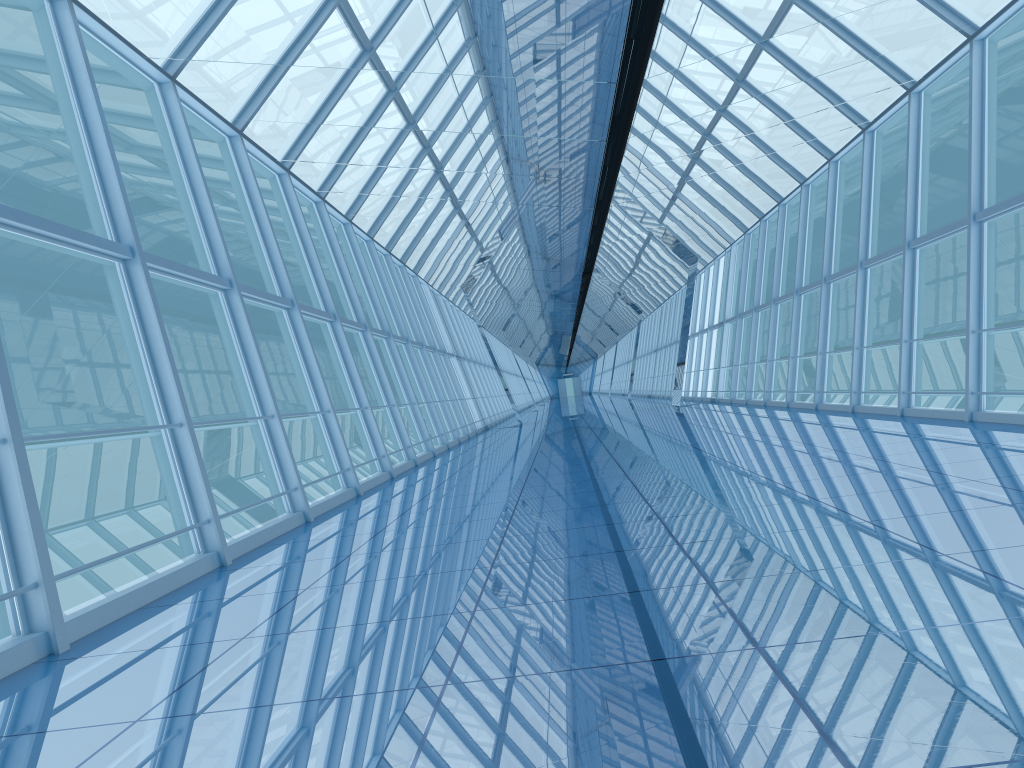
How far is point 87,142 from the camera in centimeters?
646cm

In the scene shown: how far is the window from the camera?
6.5m

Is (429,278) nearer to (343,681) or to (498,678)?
(343,681)

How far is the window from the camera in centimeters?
646cm
